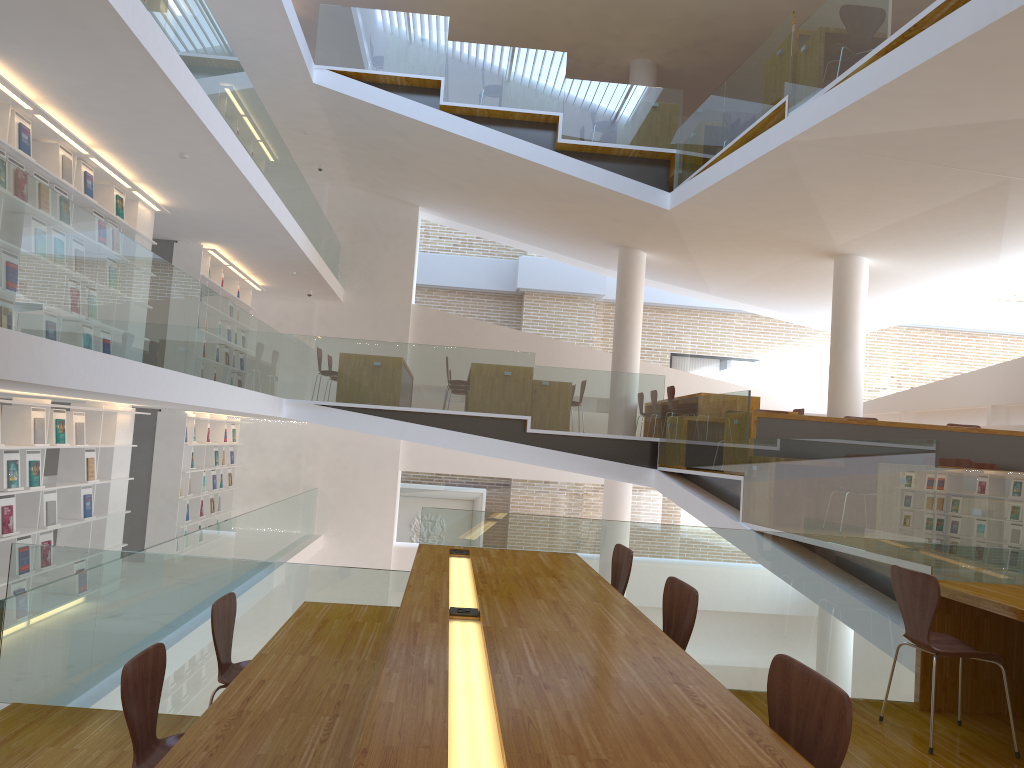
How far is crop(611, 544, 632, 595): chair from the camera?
3.7 meters

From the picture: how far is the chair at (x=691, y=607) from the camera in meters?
2.7

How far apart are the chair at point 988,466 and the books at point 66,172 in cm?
796

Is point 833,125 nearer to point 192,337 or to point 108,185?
point 192,337

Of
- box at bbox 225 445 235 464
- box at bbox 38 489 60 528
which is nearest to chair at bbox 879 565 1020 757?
box at bbox 38 489 60 528

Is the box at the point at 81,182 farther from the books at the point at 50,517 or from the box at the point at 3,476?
the books at the point at 50,517

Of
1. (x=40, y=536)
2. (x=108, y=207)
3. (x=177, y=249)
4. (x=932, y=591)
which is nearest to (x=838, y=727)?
(x=932, y=591)

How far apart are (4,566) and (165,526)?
3.9m

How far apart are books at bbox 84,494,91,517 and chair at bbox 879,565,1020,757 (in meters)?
6.75

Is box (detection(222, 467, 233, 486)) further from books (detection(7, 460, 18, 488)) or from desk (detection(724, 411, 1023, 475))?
desk (detection(724, 411, 1023, 475))
